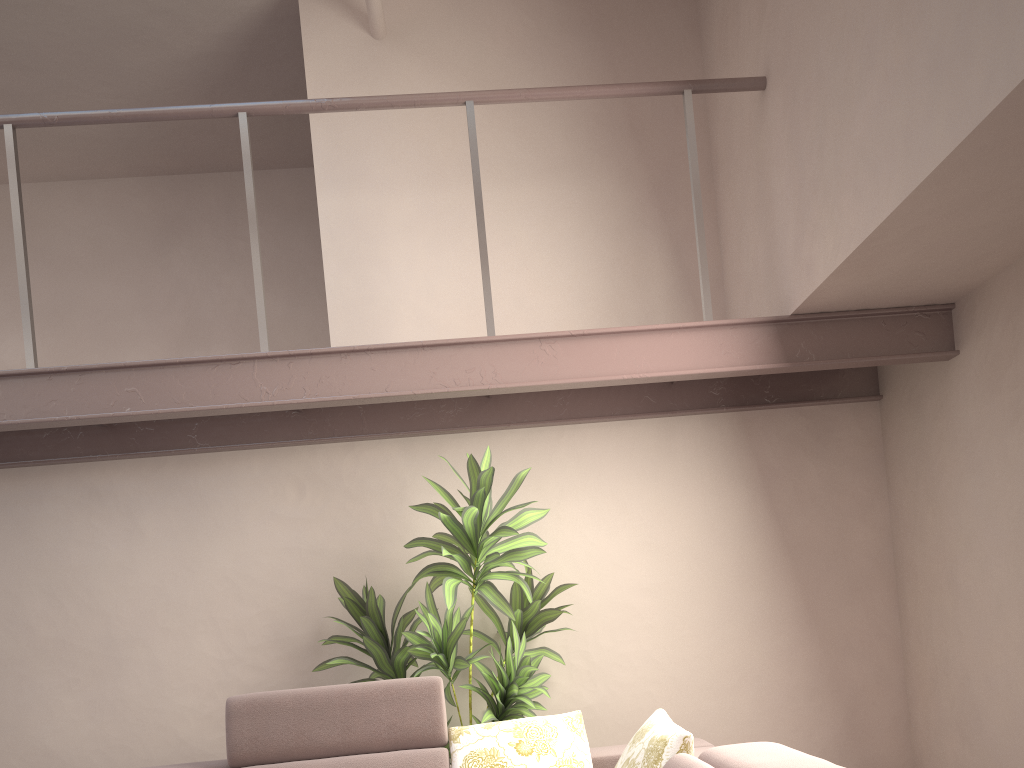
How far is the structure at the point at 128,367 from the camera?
3.3m

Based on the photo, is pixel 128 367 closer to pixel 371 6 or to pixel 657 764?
pixel 371 6

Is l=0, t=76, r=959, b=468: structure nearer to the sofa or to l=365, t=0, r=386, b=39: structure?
l=365, t=0, r=386, b=39: structure

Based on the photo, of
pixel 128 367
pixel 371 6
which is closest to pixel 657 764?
pixel 128 367

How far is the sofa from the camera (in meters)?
2.69

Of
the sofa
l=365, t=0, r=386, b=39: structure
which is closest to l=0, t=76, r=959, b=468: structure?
l=365, t=0, r=386, b=39: structure

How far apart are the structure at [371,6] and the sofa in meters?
3.1

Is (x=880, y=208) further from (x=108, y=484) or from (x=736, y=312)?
(x=108, y=484)

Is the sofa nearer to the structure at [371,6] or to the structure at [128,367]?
Result: the structure at [128,367]

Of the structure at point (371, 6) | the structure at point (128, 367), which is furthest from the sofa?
the structure at point (371, 6)
